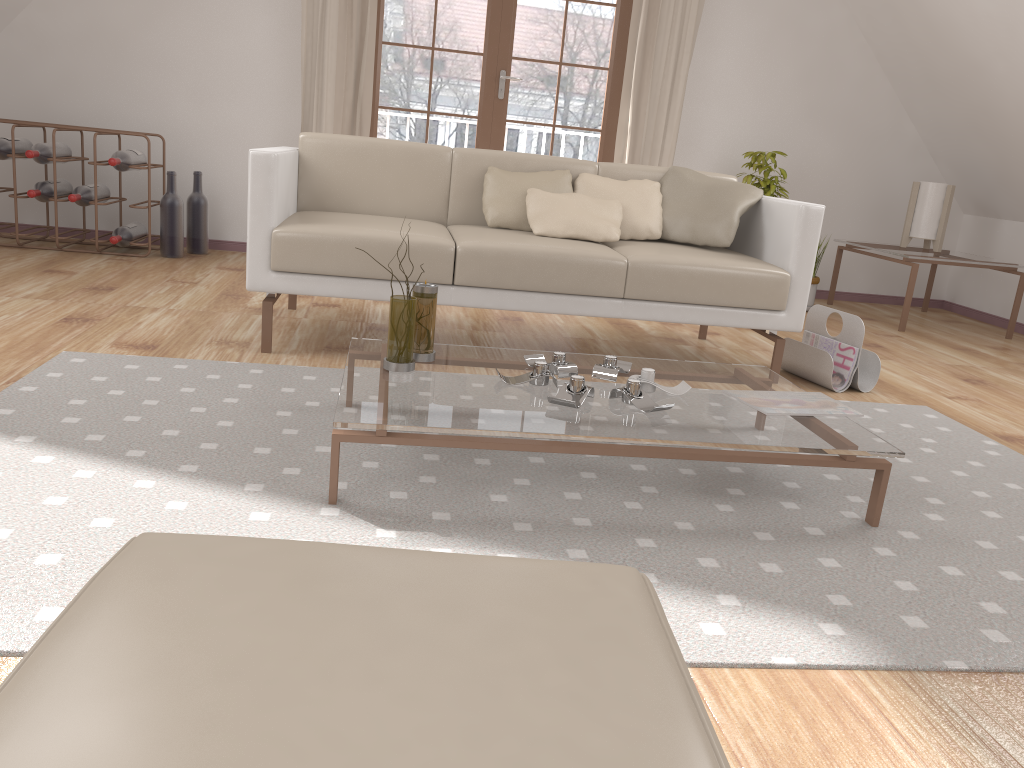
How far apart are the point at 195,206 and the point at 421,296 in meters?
3.0

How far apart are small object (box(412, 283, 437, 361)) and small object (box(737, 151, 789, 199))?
3.3m

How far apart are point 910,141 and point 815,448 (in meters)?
4.30

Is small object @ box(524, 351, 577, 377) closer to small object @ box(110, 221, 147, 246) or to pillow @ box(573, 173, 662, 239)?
pillow @ box(573, 173, 662, 239)

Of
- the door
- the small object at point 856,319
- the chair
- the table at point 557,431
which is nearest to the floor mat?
the table at point 557,431

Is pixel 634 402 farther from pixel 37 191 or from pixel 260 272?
pixel 37 191

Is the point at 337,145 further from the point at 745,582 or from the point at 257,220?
the point at 745,582

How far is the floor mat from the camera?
1.45m

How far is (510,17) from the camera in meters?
4.9

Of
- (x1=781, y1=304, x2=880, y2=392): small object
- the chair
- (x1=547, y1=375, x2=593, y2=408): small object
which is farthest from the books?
the chair
